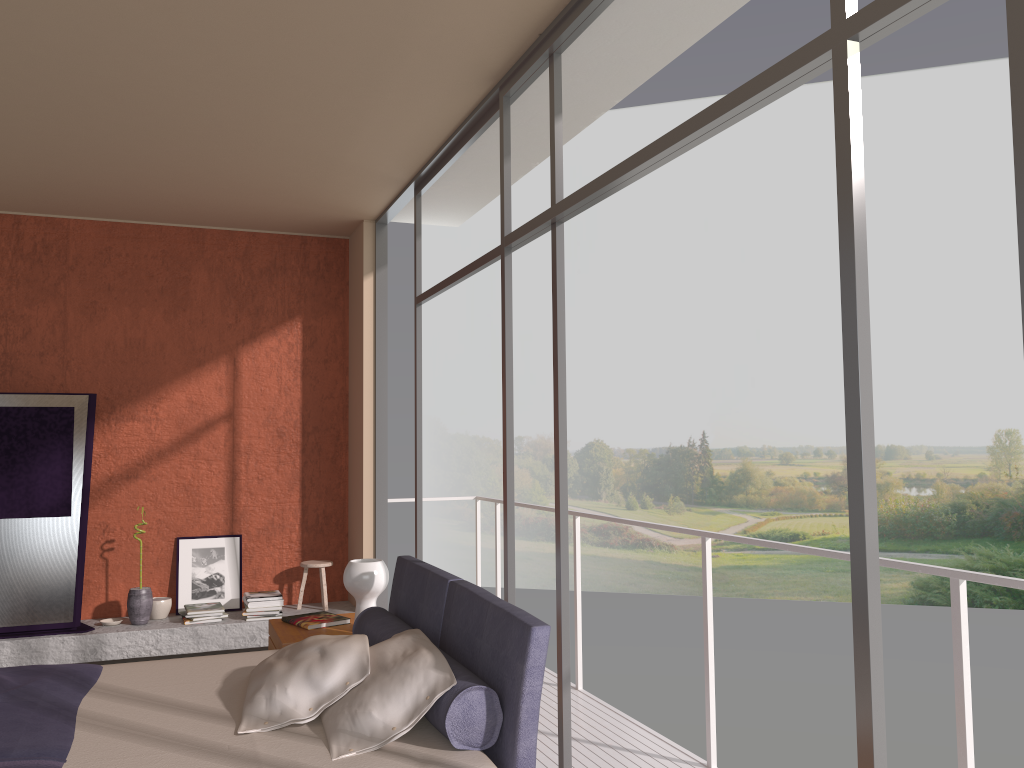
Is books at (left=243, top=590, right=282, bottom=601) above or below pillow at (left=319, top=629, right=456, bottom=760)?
below

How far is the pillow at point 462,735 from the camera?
2.62m

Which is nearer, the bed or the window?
the window

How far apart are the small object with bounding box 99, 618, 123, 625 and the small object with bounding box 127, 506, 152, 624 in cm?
10

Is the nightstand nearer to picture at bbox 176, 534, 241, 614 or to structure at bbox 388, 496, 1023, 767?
structure at bbox 388, 496, 1023, 767

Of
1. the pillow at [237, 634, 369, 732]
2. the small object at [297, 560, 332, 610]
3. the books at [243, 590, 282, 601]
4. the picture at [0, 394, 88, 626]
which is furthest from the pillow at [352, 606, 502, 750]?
the picture at [0, 394, 88, 626]

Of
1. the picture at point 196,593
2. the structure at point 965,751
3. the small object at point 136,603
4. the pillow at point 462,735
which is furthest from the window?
the small object at point 136,603

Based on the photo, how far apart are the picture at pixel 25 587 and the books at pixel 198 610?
0.74m

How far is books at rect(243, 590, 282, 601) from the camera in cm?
623

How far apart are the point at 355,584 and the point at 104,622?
2.7 meters
